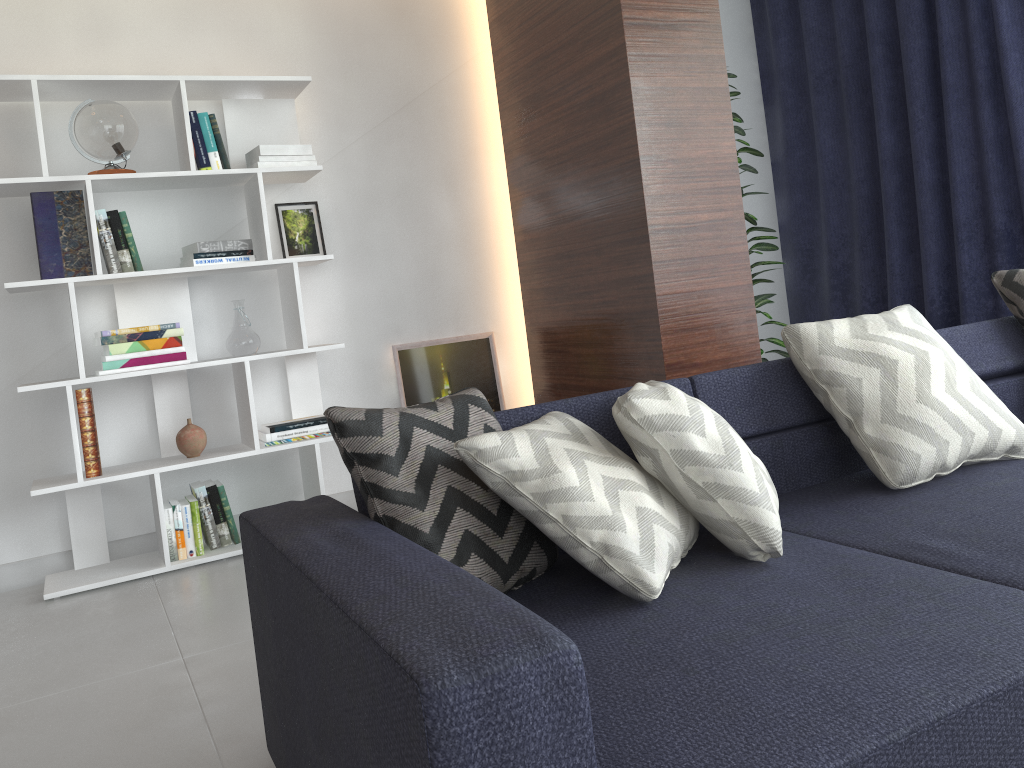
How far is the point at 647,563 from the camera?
1.46m

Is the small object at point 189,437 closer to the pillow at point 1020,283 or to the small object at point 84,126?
the small object at point 84,126

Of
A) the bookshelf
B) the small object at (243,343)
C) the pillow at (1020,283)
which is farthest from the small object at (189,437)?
the pillow at (1020,283)

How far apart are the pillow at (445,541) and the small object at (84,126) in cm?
207

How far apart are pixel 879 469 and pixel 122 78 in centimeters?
281cm

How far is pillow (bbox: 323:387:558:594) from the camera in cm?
148

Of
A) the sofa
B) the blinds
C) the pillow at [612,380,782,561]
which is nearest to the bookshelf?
the sofa

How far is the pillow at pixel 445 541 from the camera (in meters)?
1.48

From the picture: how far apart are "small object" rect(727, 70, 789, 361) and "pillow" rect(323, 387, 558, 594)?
2.4m

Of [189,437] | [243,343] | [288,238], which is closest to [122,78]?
[288,238]
